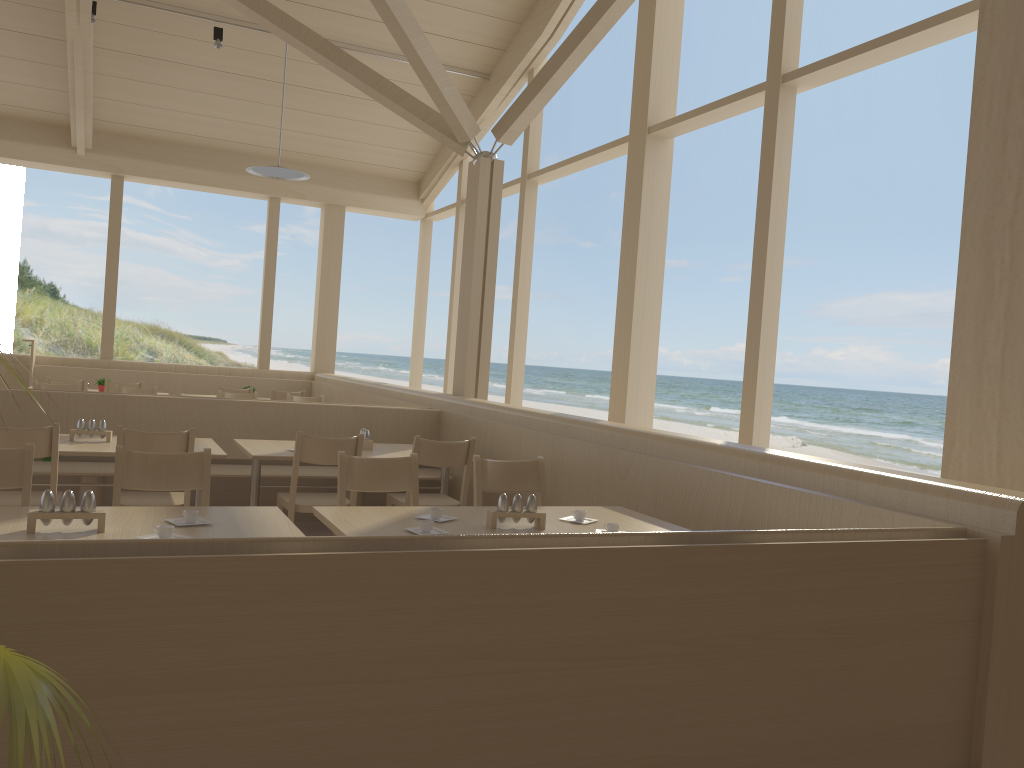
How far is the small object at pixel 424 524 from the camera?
2.8 meters

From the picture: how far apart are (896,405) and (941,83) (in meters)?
11.13

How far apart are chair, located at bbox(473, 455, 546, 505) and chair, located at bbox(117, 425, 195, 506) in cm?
137

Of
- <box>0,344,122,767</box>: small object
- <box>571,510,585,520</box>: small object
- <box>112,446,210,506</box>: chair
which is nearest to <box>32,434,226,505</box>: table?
<box>112,446,210,506</box>: chair

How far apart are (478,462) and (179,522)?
1.4m

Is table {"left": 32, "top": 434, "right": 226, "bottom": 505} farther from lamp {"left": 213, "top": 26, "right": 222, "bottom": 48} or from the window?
lamp {"left": 213, "top": 26, "right": 222, "bottom": 48}

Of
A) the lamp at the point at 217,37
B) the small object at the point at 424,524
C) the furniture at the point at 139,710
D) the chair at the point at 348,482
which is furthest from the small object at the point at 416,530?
the lamp at the point at 217,37

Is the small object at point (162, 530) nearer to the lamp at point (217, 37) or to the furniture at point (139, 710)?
the furniture at point (139, 710)

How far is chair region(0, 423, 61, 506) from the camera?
3.81m

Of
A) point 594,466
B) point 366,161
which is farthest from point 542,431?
point 366,161
